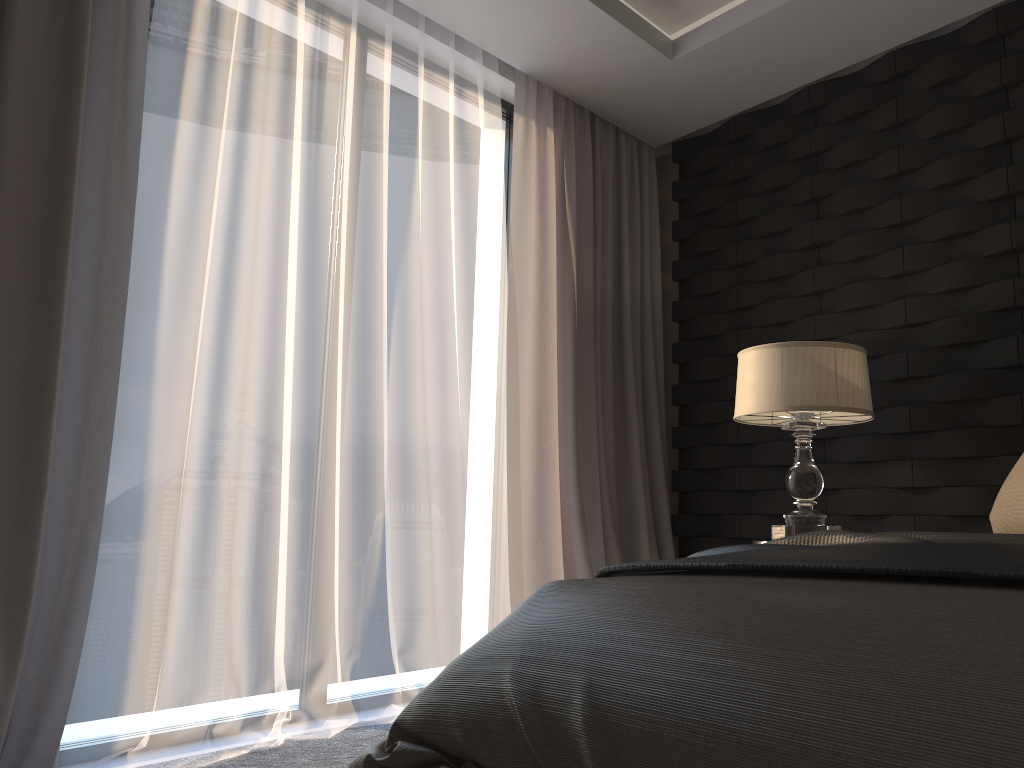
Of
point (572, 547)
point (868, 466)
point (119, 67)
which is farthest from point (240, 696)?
point (868, 466)

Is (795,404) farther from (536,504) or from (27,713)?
(27,713)

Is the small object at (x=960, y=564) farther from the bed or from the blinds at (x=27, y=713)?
the blinds at (x=27, y=713)

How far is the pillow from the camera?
1.8m

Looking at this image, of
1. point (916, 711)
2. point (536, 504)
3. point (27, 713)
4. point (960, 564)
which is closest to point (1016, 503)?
point (960, 564)

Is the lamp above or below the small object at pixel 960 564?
above

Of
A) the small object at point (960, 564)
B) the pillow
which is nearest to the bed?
the small object at point (960, 564)

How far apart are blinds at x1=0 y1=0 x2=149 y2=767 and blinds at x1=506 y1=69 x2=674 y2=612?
1.5 meters

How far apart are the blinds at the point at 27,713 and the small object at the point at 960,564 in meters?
1.4 m

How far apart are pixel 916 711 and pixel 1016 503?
1.2 meters
